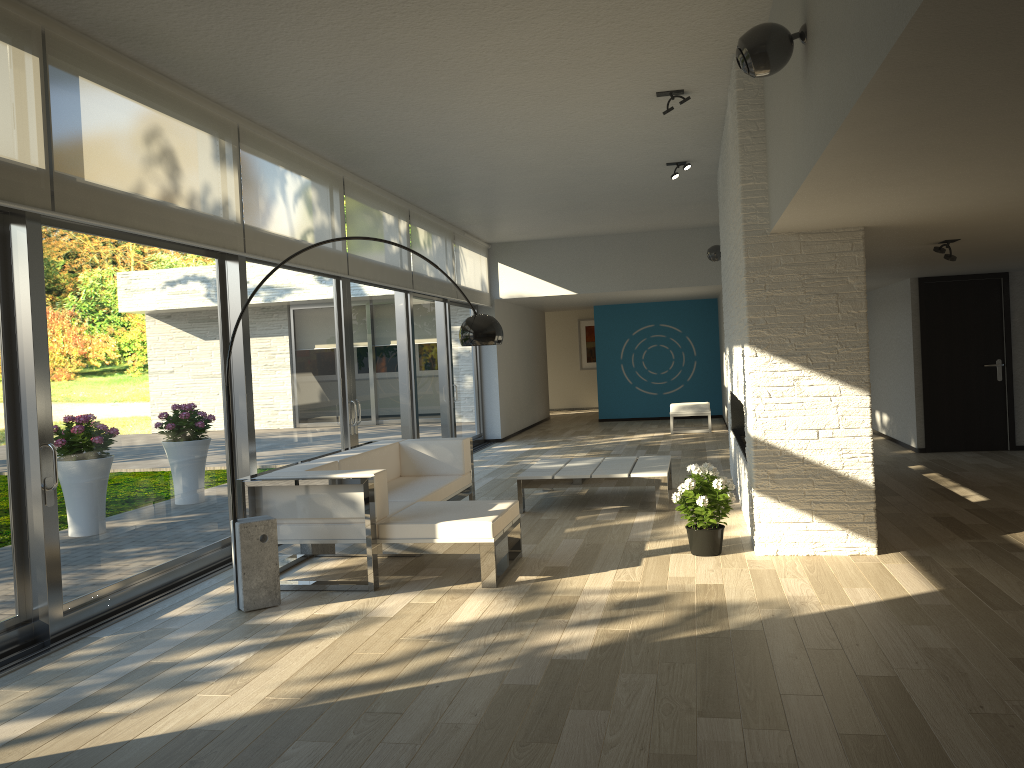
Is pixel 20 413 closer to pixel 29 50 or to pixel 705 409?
pixel 29 50

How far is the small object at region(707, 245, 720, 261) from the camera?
10.7m

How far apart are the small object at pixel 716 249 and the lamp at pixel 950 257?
4.4 meters

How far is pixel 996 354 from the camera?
9.7 meters

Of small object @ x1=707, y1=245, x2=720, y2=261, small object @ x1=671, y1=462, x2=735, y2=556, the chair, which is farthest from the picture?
small object @ x1=671, y1=462, x2=735, y2=556

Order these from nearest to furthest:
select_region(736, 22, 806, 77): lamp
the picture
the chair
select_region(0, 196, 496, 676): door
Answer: select_region(736, 22, 806, 77): lamp
select_region(0, 196, 496, 676): door
the chair
the picture

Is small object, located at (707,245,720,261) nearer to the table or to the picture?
the table

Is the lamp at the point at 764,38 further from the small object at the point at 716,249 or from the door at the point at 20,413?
the small object at the point at 716,249

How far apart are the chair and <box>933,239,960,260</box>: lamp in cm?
728

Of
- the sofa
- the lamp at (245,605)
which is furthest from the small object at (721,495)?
the lamp at (245,605)
